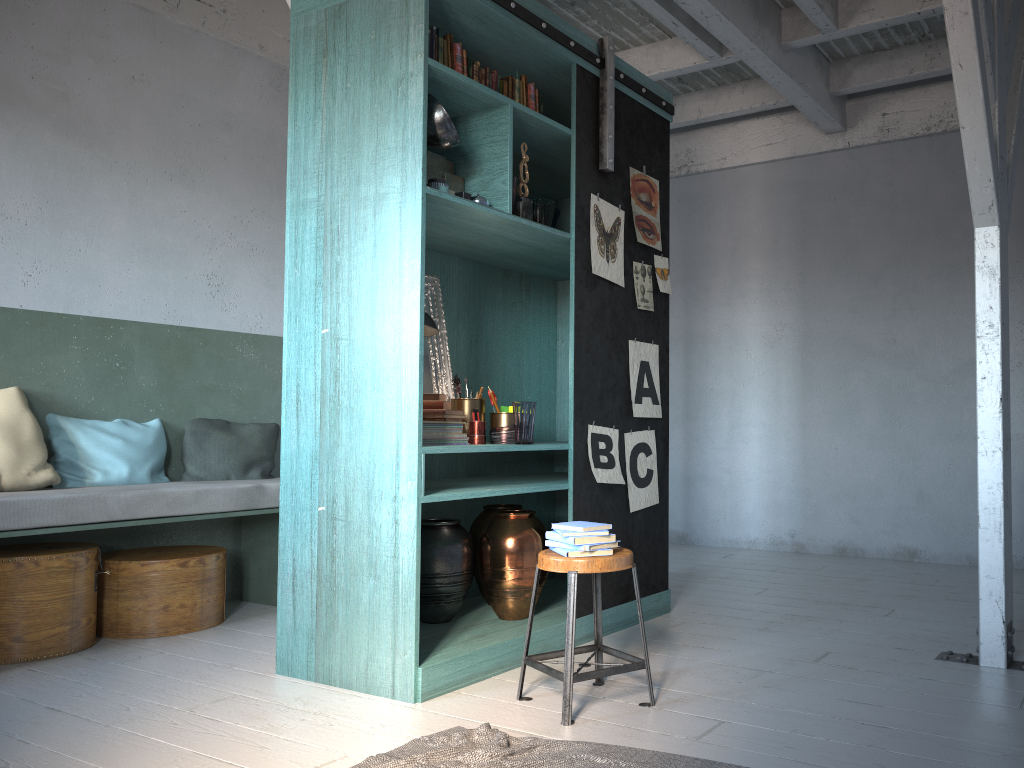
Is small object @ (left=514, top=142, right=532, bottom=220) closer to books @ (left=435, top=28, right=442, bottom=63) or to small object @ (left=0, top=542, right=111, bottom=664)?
books @ (left=435, top=28, right=442, bottom=63)

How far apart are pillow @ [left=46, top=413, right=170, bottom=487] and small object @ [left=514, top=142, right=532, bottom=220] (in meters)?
2.96

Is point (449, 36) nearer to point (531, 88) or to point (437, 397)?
point (531, 88)

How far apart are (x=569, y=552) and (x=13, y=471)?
3.3m

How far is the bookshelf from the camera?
4.0 meters

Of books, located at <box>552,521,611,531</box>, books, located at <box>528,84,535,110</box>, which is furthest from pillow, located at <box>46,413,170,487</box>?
books, located at <box>528,84,535,110</box>

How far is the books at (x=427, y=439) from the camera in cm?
434

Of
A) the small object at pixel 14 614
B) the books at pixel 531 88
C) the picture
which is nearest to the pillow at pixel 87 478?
the small object at pixel 14 614

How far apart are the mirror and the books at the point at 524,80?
1.2 meters

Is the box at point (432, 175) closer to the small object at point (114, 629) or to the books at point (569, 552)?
the books at point (569, 552)
